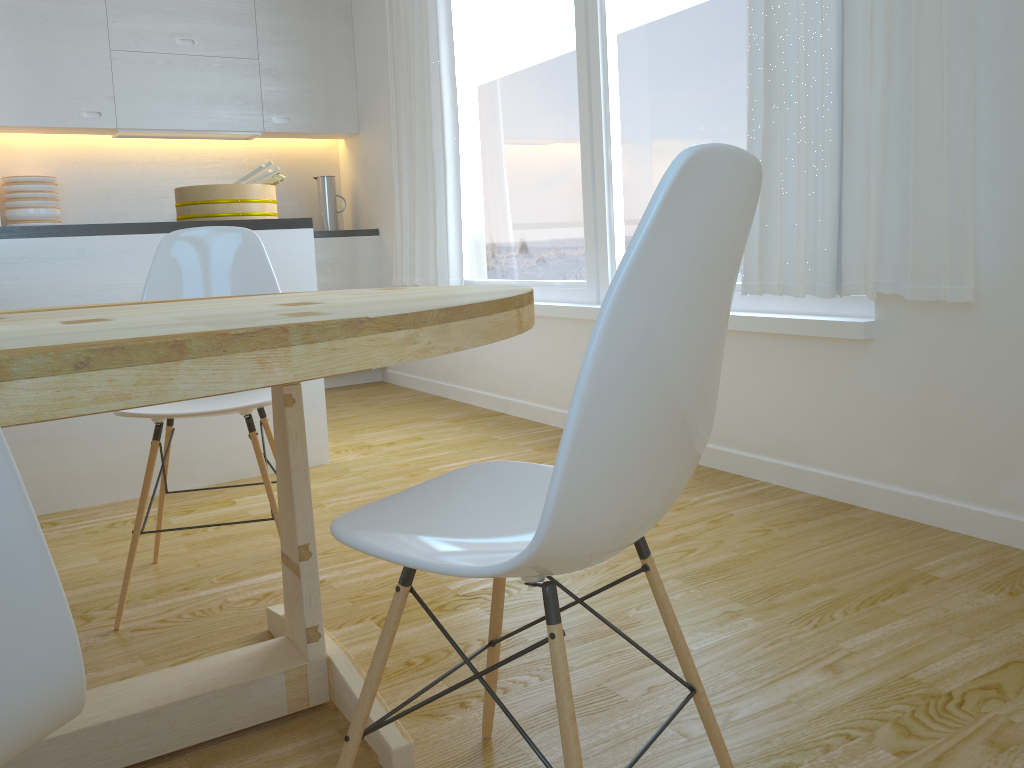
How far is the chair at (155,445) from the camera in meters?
2.1

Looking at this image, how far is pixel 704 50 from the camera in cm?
301

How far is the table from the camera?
0.90m

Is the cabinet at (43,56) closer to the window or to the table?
the window

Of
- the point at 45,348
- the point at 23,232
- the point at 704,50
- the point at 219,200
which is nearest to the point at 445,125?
the point at 219,200

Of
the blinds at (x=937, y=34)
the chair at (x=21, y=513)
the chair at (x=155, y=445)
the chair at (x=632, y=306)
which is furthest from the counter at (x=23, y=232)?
the chair at (x=21, y=513)

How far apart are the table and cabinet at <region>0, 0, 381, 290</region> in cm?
342

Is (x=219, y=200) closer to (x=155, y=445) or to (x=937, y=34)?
(x=155, y=445)

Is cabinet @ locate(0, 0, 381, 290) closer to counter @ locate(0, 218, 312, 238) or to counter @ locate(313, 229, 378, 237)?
counter @ locate(313, 229, 378, 237)

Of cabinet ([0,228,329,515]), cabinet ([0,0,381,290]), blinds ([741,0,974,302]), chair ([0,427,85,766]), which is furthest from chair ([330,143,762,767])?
cabinet ([0,0,381,290])
